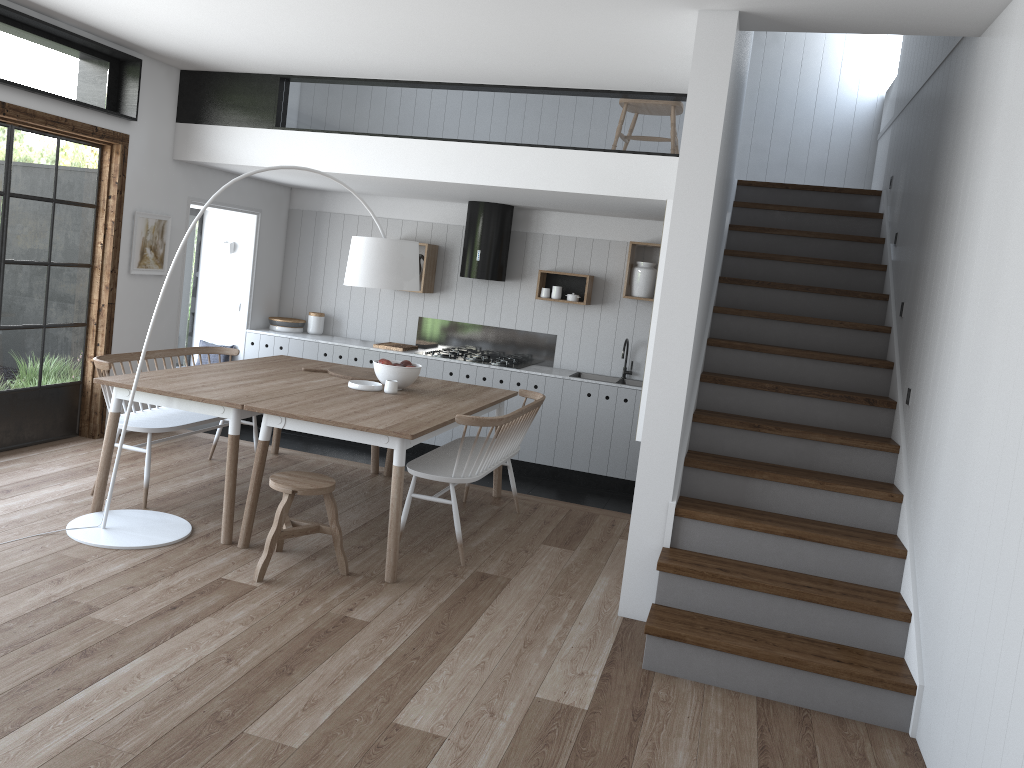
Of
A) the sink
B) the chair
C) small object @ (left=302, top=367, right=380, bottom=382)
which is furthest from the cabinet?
the chair

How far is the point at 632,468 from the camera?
7.4m

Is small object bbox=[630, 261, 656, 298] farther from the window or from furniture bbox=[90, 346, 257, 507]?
the window

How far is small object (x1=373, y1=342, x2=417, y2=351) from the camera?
7.9m

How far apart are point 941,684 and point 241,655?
2.61m

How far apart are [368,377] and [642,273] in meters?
2.8

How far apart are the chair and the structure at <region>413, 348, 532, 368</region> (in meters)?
3.45

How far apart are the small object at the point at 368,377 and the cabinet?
1.6 meters

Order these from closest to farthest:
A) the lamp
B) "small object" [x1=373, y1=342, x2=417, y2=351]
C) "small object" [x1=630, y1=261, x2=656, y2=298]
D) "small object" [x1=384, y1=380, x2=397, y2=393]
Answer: the lamp → "small object" [x1=384, y1=380, x2=397, y2=393] → "small object" [x1=630, y1=261, x2=656, y2=298] → "small object" [x1=373, y1=342, x2=417, y2=351]

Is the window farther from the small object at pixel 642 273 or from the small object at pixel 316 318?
the small object at pixel 642 273
